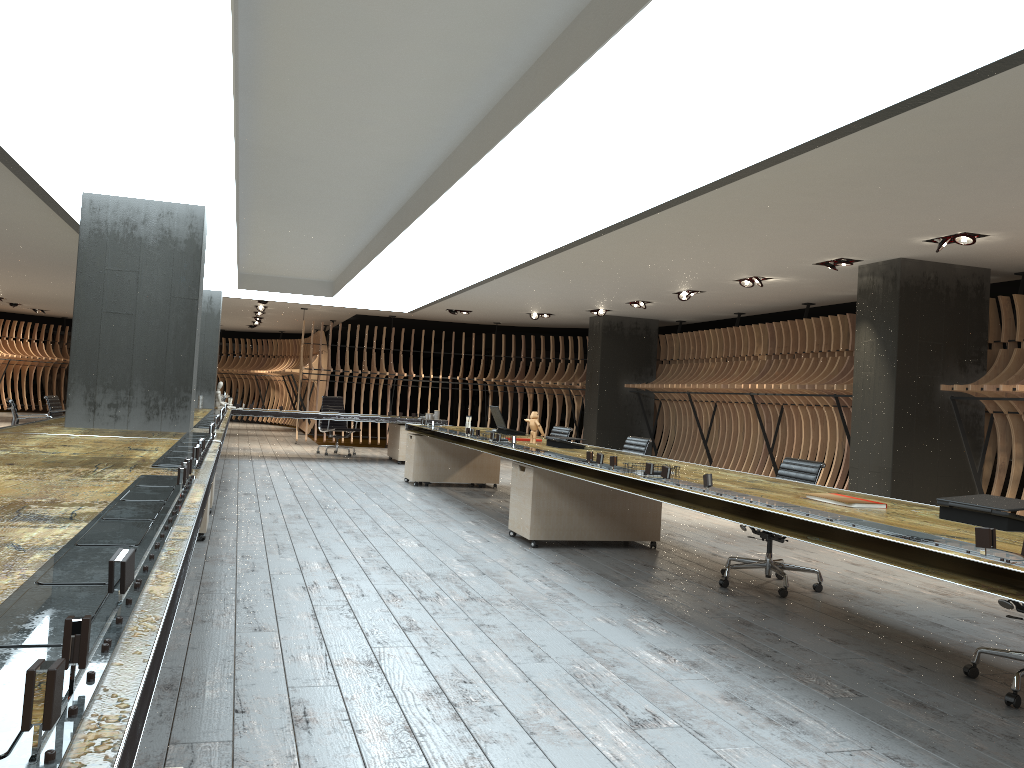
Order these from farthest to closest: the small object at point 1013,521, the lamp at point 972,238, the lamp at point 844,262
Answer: the lamp at point 844,262 → the lamp at point 972,238 → the small object at point 1013,521

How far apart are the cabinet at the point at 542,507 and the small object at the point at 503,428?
2.6 meters

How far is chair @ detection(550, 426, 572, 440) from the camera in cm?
1054

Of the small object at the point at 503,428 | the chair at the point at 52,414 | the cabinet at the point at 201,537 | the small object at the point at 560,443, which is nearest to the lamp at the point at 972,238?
the small object at the point at 560,443

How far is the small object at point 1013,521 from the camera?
3.5m

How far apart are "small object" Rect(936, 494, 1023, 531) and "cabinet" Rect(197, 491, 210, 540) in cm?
484

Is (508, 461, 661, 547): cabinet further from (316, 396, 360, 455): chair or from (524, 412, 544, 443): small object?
(316, 396, 360, 455): chair

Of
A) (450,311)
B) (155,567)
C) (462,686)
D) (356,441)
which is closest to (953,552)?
(462,686)

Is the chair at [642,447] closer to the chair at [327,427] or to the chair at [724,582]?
the chair at [724,582]

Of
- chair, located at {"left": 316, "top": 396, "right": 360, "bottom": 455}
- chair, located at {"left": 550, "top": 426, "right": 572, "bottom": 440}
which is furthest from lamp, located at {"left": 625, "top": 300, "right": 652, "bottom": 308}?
chair, located at {"left": 316, "top": 396, "right": 360, "bottom": 455}
